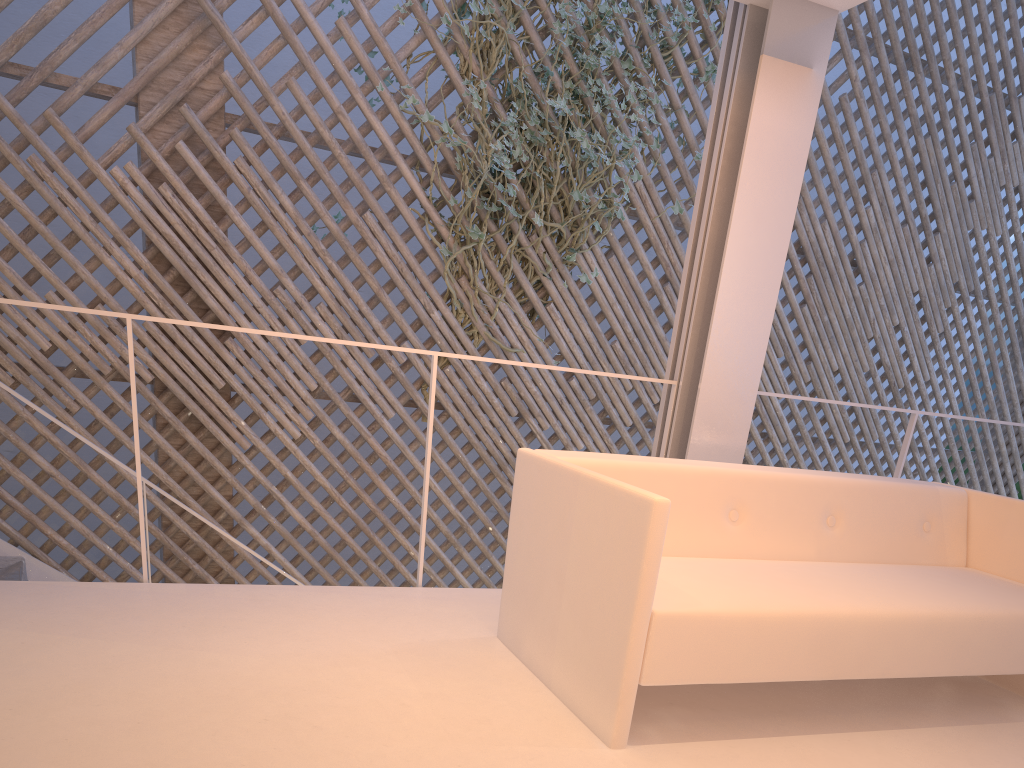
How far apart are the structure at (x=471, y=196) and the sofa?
1.8 meters

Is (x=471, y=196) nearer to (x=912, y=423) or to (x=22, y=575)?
(x=912, y=423)

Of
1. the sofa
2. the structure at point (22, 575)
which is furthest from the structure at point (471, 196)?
the sofa

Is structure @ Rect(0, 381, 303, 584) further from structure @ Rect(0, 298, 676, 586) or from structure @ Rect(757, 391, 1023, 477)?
structure @ Rect(757, 391, 1023, 477)

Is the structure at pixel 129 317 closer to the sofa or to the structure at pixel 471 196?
the sofa

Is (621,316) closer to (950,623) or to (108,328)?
(108,328)

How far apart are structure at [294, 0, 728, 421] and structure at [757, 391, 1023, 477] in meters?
1.4 m

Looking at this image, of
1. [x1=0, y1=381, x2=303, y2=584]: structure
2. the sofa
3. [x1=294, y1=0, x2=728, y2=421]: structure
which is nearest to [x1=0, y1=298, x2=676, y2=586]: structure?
the sofa

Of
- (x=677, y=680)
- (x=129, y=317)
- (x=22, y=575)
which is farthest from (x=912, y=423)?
(x=22, y=575)

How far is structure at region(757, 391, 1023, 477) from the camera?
2.2m
